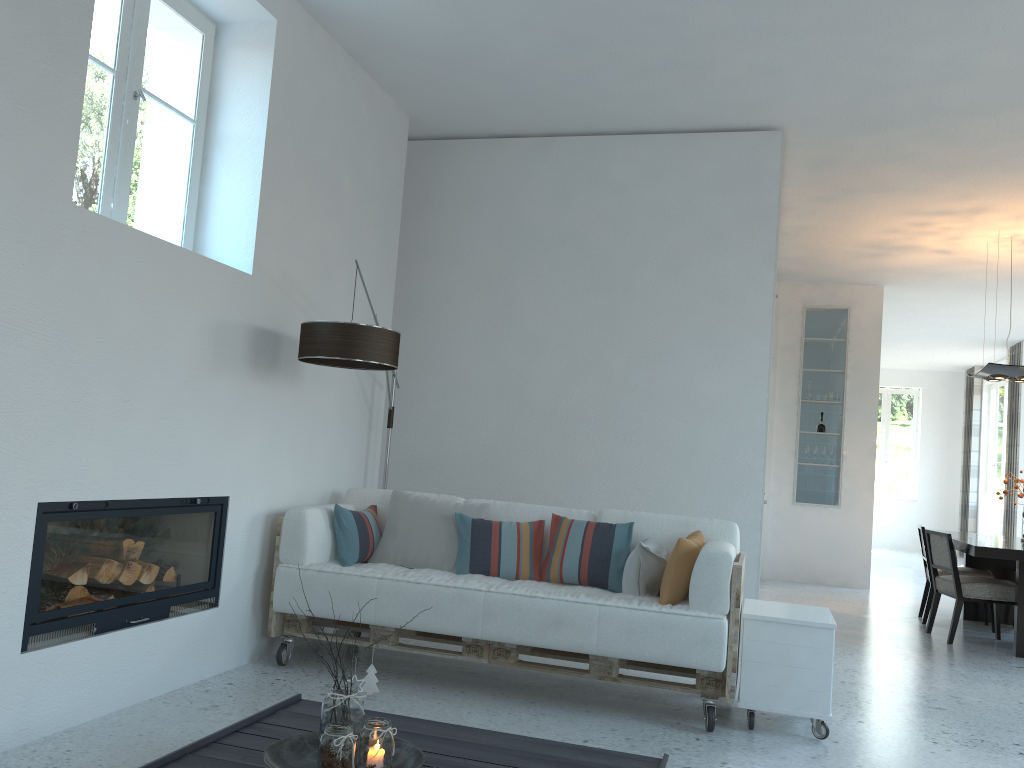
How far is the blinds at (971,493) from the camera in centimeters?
1467cm

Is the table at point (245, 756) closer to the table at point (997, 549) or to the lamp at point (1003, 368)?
the table at point (997, 549)

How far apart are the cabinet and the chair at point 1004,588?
2.9 meters

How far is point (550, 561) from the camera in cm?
436

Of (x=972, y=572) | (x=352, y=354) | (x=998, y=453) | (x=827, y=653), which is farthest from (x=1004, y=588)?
(x=998, y=453)

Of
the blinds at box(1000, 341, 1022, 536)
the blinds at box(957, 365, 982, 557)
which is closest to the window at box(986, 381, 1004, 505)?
the blinds at box(957, 365, 982, 557)

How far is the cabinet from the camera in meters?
3.7 m

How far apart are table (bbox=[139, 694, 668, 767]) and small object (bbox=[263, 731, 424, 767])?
0.0m

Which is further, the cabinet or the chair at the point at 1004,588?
the chair at the point at 1004,588

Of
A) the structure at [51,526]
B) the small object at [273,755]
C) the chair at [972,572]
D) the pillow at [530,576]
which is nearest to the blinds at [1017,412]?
the chair at [972,572]
